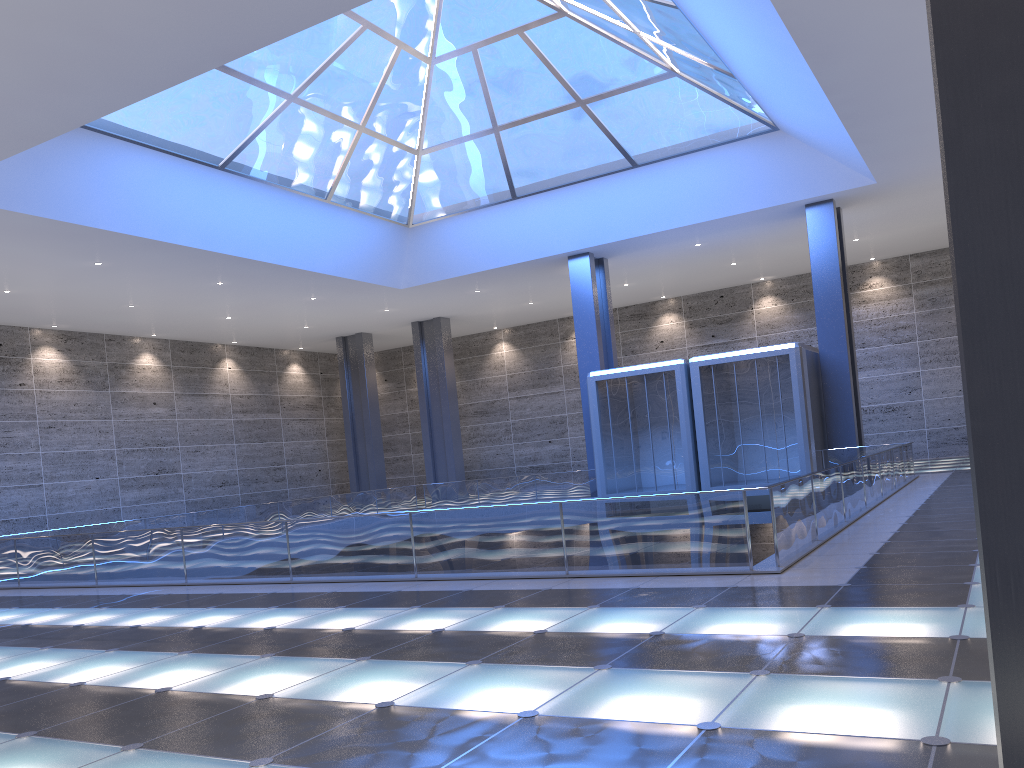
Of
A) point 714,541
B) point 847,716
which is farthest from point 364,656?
point 714,541

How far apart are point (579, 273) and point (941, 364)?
17.7 meters

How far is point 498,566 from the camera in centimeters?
1281cm
